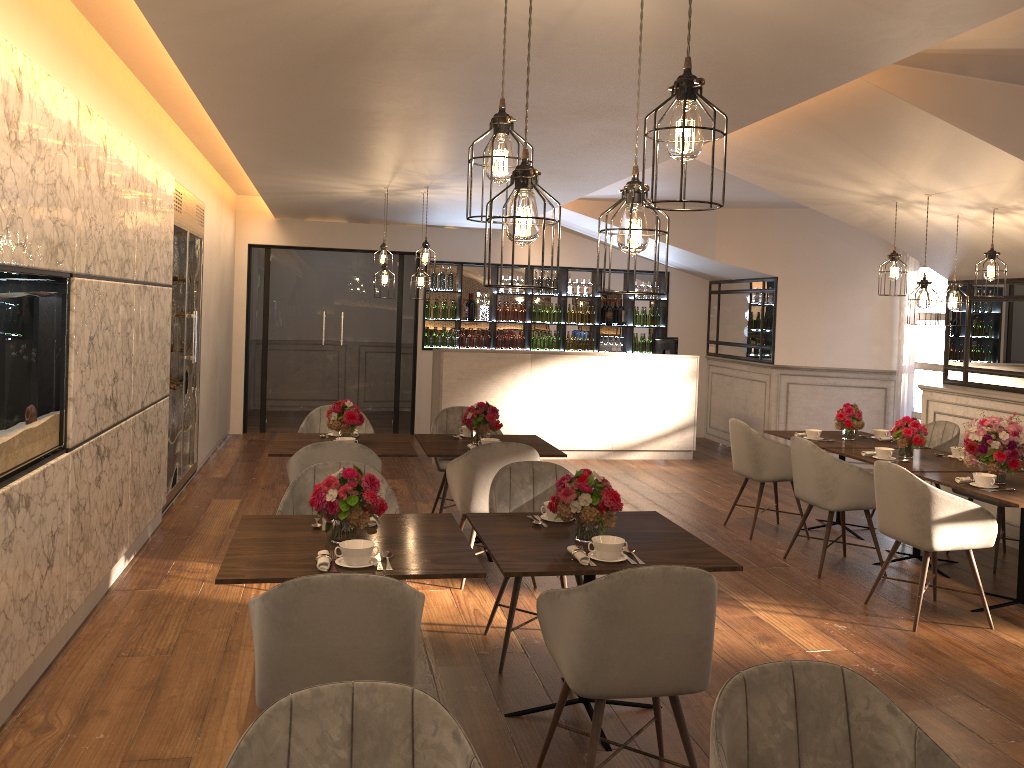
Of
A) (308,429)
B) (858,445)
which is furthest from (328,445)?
(858,445)

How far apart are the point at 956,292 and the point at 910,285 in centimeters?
391cm

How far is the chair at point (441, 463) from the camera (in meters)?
6.69

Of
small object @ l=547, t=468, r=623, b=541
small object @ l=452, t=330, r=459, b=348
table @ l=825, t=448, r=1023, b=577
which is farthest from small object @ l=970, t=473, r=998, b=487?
small object @ l=452, t=330, r=459, b=348

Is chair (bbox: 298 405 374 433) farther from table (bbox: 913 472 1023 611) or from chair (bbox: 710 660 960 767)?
chair (bbox: 710 660 960 767)

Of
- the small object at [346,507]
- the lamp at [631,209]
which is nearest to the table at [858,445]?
the small object at [346,507]

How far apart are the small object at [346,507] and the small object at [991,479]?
3.5 meters

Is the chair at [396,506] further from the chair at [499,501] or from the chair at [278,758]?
the chair at [278,758]

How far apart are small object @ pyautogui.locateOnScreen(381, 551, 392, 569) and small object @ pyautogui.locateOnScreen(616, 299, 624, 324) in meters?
8.9

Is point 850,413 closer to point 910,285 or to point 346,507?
point 910,285
